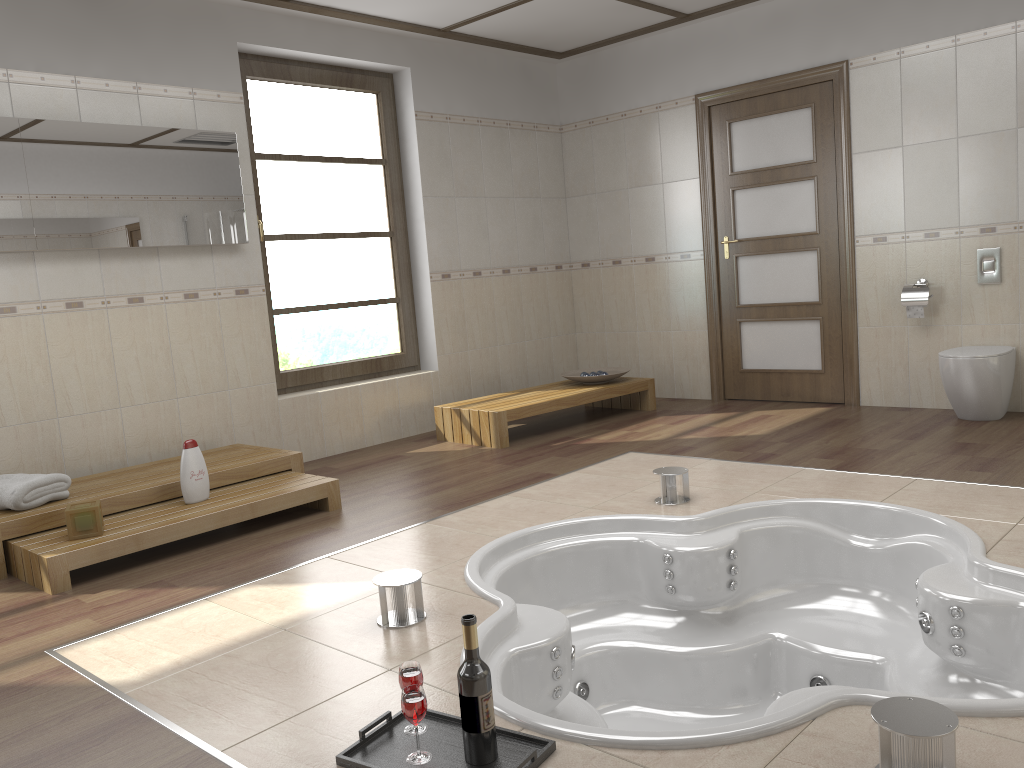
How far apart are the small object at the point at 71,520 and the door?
4.3 meters

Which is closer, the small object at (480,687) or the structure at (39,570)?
the small object at (480,687)

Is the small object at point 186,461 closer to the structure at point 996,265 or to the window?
the window

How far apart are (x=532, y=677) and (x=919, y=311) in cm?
375

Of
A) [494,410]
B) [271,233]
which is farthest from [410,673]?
[271,233]

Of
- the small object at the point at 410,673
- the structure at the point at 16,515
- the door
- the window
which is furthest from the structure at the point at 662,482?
the window

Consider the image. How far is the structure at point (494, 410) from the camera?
5.3 meters

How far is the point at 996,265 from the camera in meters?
5.0

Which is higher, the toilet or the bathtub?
the toilet

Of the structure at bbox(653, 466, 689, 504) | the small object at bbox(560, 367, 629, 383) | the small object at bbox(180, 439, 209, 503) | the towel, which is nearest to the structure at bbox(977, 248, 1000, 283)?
Answer: the small object at bbox(560, 367, 629, 383)
